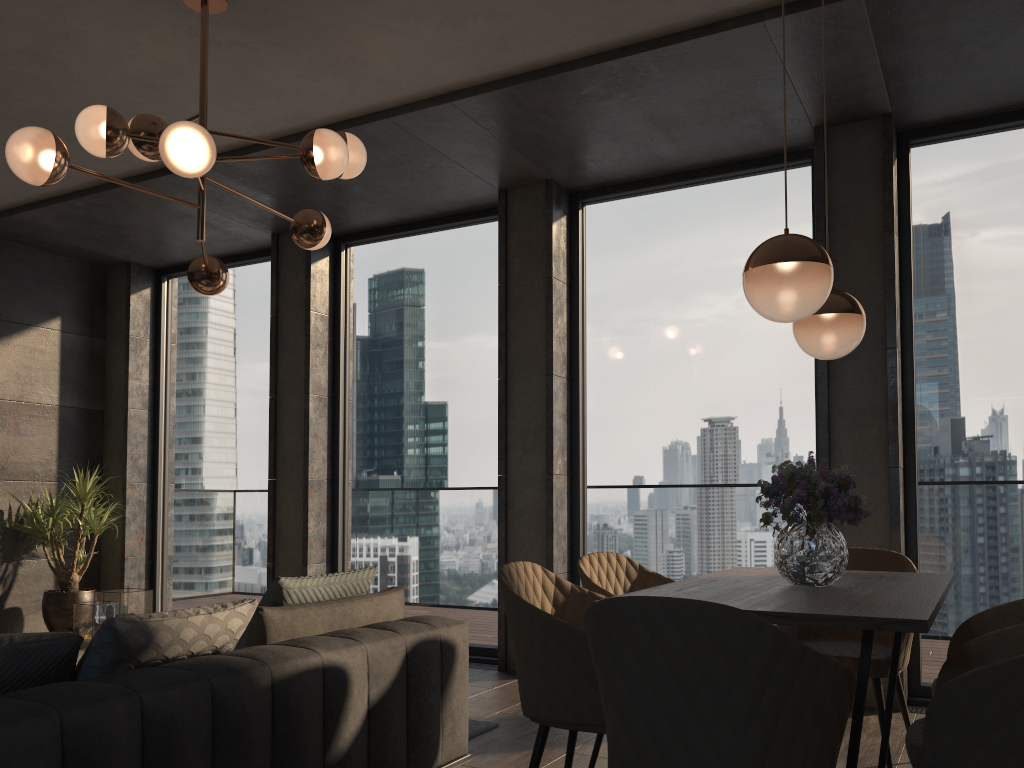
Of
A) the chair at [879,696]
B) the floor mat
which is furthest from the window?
the floor mat

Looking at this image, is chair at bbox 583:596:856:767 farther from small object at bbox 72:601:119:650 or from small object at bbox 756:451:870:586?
small object at bbox 72:601:119:650

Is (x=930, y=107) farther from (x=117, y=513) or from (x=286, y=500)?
(x=117, y=513)

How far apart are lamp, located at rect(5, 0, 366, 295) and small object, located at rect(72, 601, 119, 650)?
1.6 meters

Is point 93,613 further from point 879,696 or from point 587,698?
point 879,696

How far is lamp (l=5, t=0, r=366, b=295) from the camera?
3.0m

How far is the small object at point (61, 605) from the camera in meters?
6.4 m

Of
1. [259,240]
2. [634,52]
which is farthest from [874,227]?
[259,240]

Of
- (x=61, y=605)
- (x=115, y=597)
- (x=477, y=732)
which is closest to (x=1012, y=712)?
(x=477, y=732)

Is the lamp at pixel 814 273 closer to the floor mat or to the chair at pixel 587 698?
the chair at pixel 587 698
